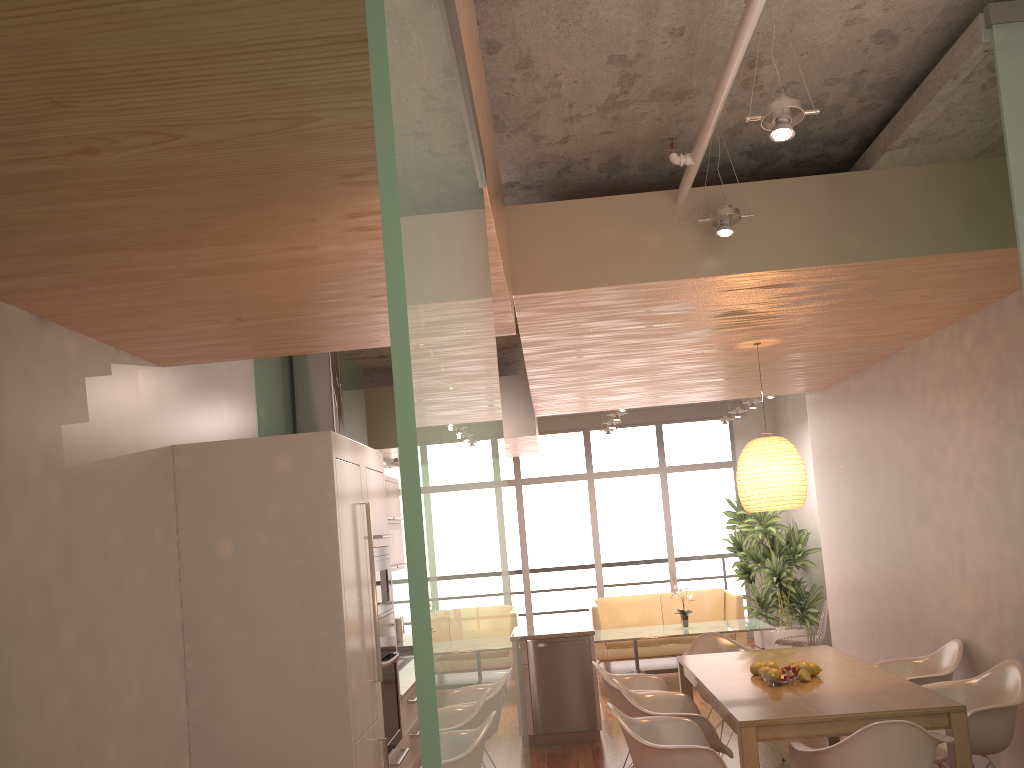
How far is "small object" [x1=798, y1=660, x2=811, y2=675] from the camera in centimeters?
484cm

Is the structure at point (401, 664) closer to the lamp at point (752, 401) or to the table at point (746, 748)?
the table at point (746, 748)

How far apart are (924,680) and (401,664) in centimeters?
330cm

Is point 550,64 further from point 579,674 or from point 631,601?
point 631,601

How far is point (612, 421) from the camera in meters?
10.8

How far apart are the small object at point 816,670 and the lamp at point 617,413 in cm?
528

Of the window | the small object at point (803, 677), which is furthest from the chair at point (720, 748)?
the window

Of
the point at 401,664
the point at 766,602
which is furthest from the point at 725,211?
the point at 766,602

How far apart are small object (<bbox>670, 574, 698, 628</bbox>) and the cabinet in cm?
195

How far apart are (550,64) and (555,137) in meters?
0.6 m
